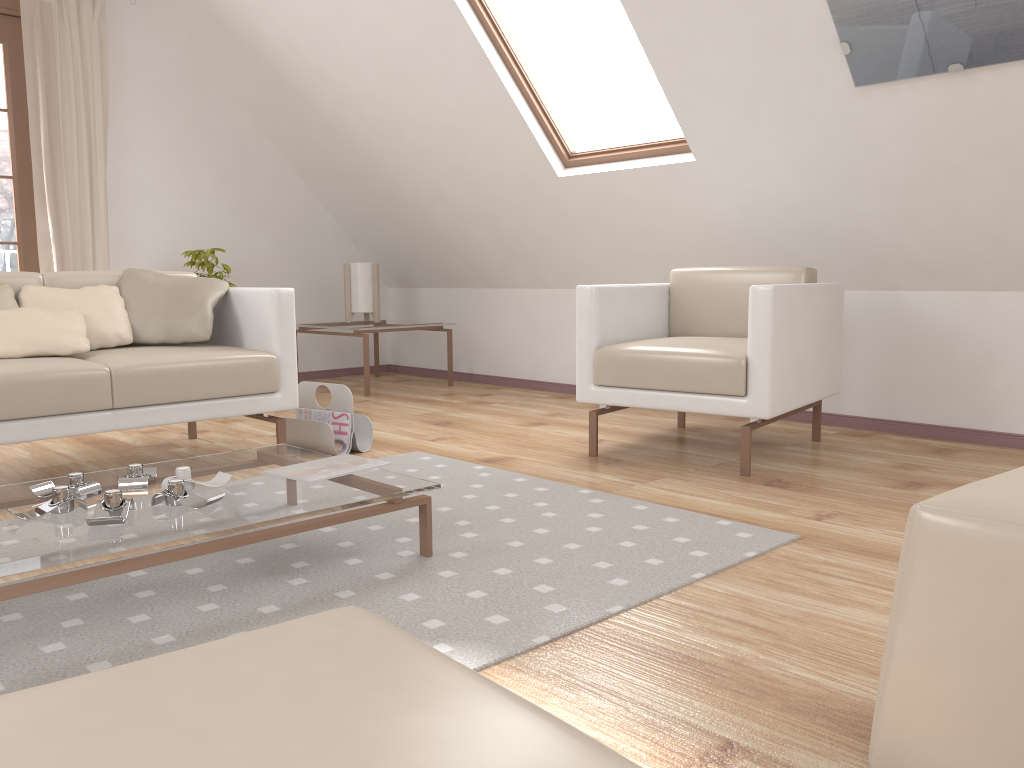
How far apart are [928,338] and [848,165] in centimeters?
82cm

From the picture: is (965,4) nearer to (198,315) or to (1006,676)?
(1006,676)

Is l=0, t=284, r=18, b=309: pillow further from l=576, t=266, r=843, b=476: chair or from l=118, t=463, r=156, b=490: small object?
l=576, t=266, r=843, b=476: chair

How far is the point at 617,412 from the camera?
4.39m

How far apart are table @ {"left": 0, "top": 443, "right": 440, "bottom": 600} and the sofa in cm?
55

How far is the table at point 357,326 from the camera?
5.2 meters

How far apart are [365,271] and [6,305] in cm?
271

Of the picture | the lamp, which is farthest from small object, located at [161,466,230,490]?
the lamp

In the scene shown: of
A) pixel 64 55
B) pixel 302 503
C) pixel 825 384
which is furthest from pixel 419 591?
pixel 64 55

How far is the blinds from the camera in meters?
4.6 m
